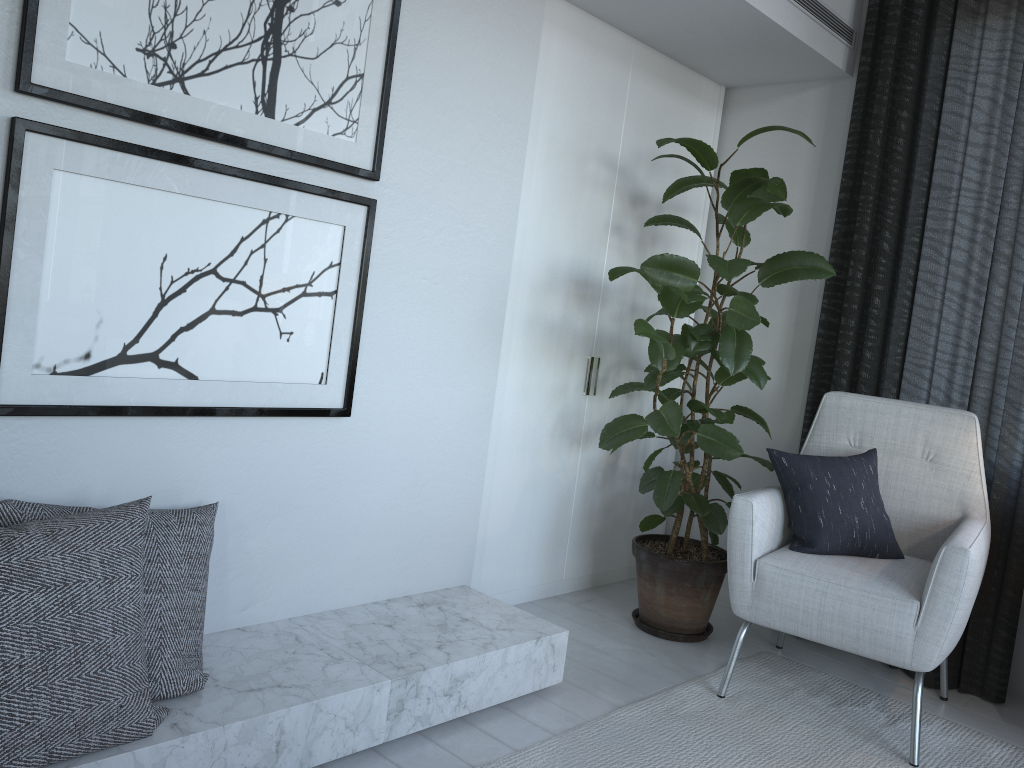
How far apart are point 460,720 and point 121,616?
0.9m

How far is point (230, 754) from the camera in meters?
1.6 m

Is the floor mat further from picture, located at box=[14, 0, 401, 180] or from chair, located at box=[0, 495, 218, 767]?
picture, located at box=[14, 0, 401, 180]

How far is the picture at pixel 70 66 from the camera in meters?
1.6 m

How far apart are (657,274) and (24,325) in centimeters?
156cm

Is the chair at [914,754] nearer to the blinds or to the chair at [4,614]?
the blinds

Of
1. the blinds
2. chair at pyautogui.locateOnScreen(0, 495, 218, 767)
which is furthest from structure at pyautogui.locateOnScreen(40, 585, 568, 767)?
the blinds

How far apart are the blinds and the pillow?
0.28m

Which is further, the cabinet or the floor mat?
the cabinet

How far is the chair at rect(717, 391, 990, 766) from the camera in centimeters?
210cm
